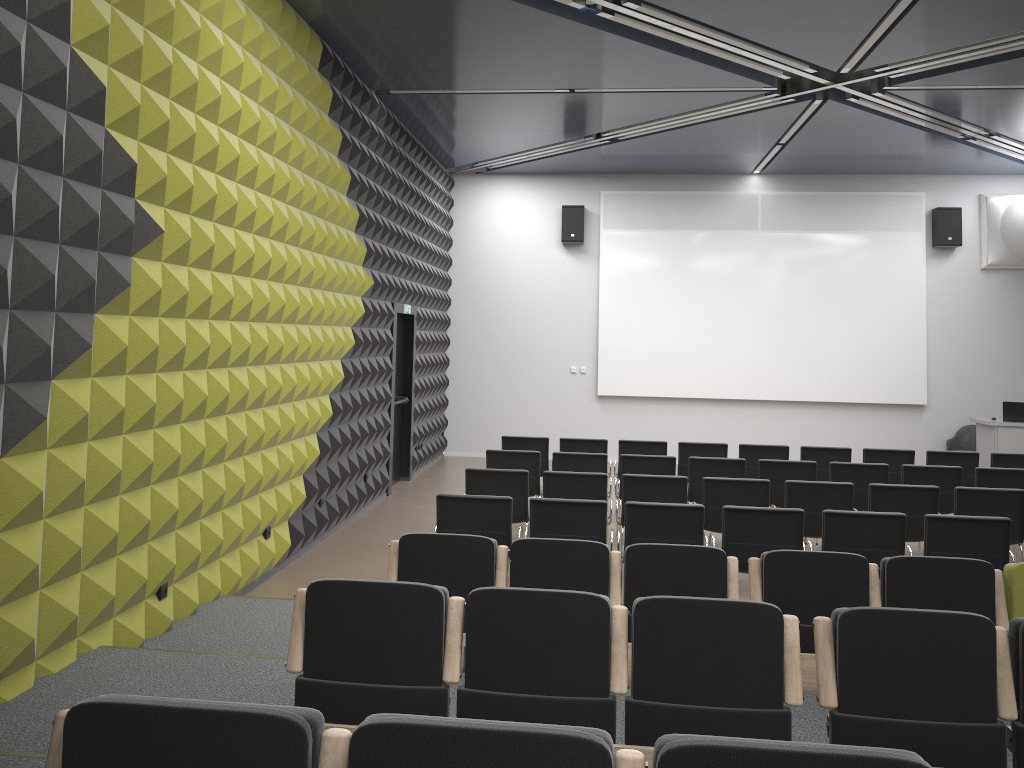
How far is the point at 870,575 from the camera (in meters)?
4.69

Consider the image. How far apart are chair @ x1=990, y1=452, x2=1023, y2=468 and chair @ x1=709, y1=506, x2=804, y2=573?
4.8m

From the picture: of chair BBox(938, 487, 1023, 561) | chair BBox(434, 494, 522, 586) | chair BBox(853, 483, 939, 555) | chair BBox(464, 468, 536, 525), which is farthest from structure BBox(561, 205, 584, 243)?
chair BBox(434, 494, 522, 586)

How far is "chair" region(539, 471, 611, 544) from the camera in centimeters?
761cm

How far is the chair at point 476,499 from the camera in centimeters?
641cm

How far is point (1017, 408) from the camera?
12.45m

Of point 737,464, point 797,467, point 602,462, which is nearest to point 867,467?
point 797,467

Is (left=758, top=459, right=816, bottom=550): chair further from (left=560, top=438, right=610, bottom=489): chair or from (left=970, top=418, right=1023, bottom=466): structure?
(left=970, top=418, right=1023, bottom=466): structure

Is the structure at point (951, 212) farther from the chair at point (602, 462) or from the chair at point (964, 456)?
the chair at point (602, 462)

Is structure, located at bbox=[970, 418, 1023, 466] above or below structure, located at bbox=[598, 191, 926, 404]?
below
